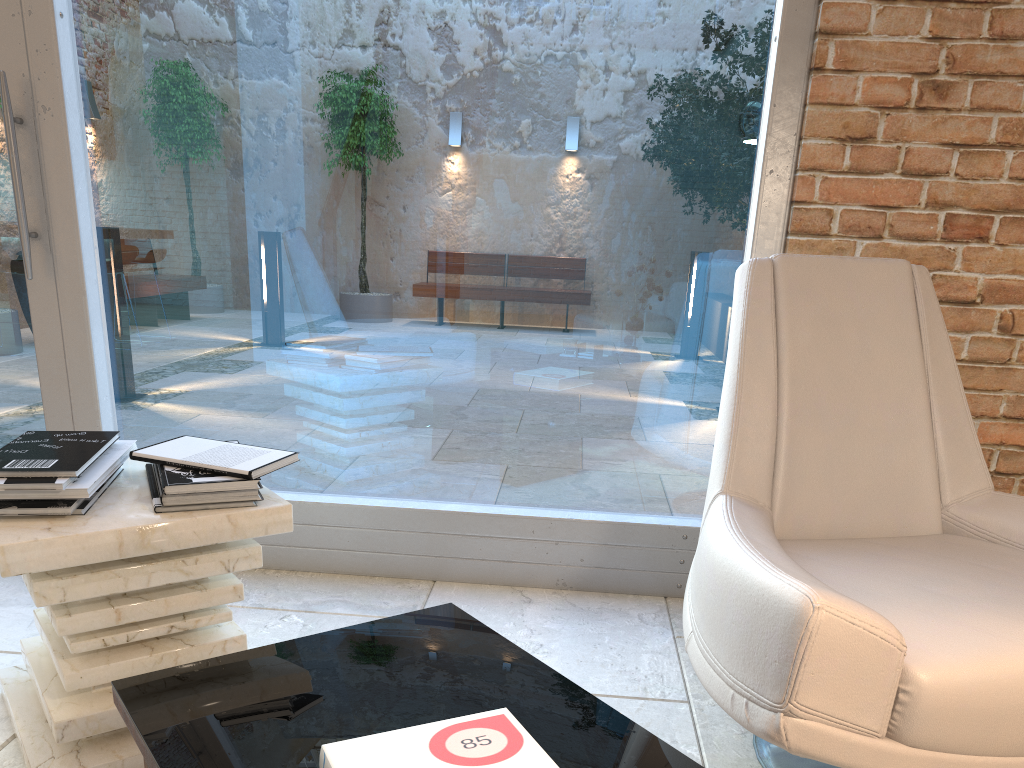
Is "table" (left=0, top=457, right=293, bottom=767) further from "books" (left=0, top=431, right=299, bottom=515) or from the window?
the window

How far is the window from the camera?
2.4m

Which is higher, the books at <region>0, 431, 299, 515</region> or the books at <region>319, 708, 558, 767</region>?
the books at <region>0, 431, 299, 515</region>

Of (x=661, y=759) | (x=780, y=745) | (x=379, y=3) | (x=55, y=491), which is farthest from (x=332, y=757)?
(x=379, y=3)

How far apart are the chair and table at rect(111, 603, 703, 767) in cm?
20

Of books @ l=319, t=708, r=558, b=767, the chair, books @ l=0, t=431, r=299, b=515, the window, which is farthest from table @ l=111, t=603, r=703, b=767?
the window

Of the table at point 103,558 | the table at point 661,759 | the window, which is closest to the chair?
the table at point 661,759

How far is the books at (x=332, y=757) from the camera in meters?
1.0

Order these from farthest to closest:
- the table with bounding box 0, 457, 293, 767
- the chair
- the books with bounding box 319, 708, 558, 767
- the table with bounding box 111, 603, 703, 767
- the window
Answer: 1. the window
2. the table with bounding box 0, 457, 293, 767
3. the chair
4. the table with bounding box 111, 603, 703, 767
5. the books with bounding box 319, 708, 558, 767

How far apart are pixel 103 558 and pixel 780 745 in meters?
1.1 m
